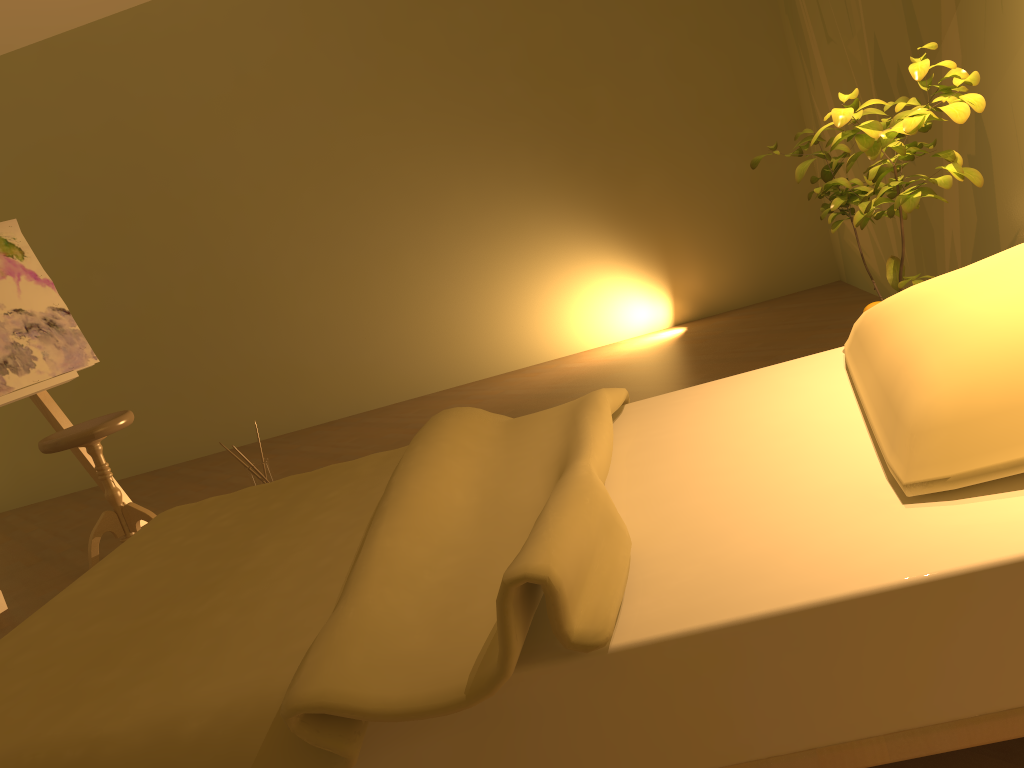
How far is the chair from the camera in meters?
3.2 m

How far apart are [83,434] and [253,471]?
0.70m

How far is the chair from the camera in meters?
3.2

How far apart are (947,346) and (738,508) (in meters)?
0.37

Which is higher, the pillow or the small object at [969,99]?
the small object at [969,99]

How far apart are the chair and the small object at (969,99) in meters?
2.4

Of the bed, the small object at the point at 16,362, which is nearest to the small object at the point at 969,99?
the bed

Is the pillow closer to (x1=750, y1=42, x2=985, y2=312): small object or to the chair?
(x1=750, y1=42, x2=985, y2=312): small object

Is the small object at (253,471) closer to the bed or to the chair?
the chair

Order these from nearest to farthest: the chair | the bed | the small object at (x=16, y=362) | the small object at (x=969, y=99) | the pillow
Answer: the bed
the pillow
the small object at (x=969, y=99)
the chair
the small object at (x=16, y=362)
